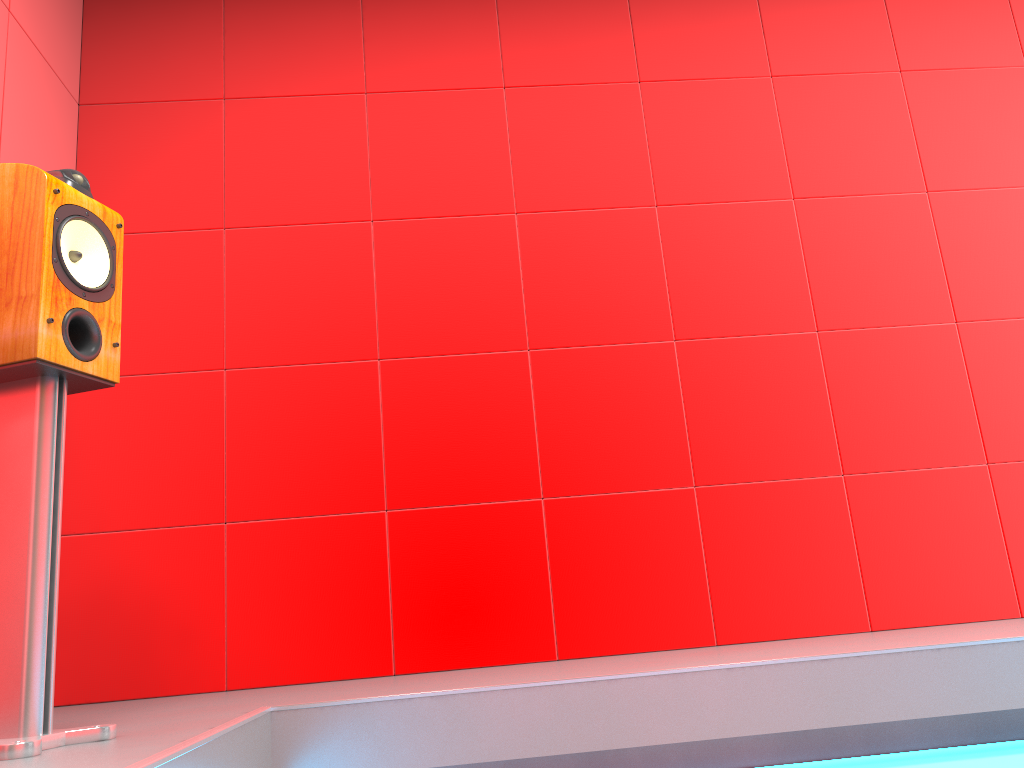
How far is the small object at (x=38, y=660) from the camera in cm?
148

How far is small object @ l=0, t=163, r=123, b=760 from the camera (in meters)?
1.48

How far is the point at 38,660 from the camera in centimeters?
148cm

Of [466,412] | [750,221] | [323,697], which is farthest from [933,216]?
[323,697]
